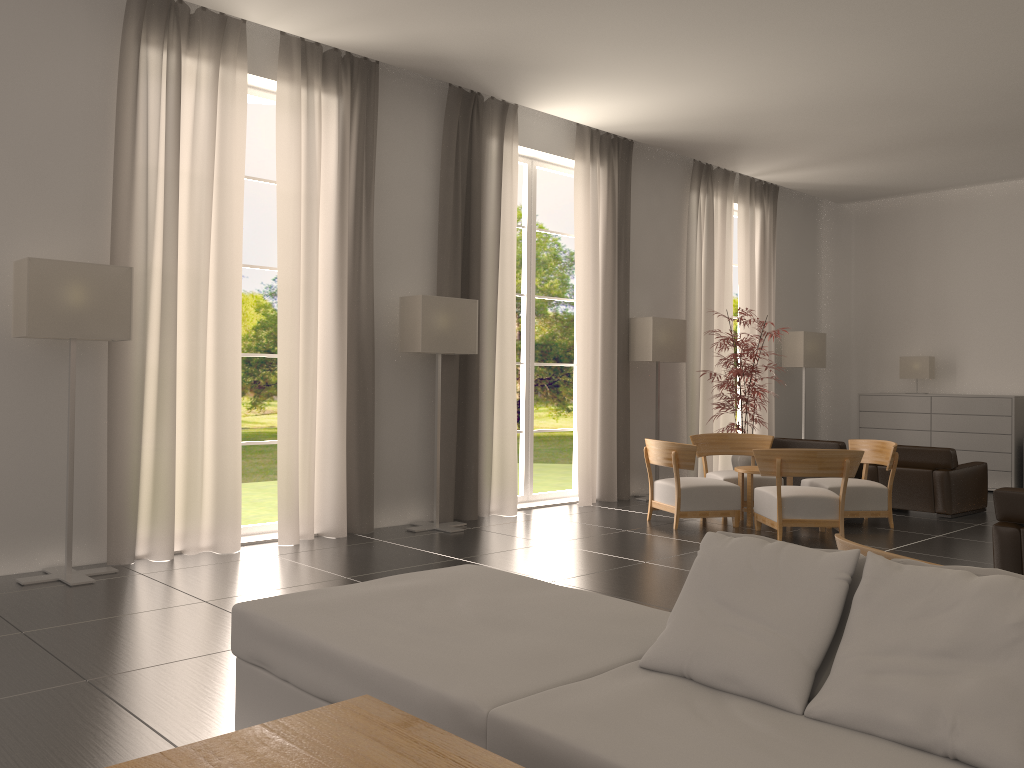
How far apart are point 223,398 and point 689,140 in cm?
913

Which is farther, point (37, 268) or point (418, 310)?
point (418, 310)

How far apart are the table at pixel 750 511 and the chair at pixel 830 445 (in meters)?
2.86

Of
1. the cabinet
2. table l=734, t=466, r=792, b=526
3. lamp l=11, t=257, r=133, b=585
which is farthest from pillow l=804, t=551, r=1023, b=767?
the cabinet

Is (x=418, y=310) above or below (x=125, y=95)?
below

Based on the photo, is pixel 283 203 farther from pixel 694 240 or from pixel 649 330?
pixel 694 240

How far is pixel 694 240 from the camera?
16.9 meters

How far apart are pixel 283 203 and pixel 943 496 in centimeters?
1067cm

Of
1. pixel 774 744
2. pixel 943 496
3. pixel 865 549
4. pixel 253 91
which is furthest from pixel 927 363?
pixel 774 744

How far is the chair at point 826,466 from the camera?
11.35m
